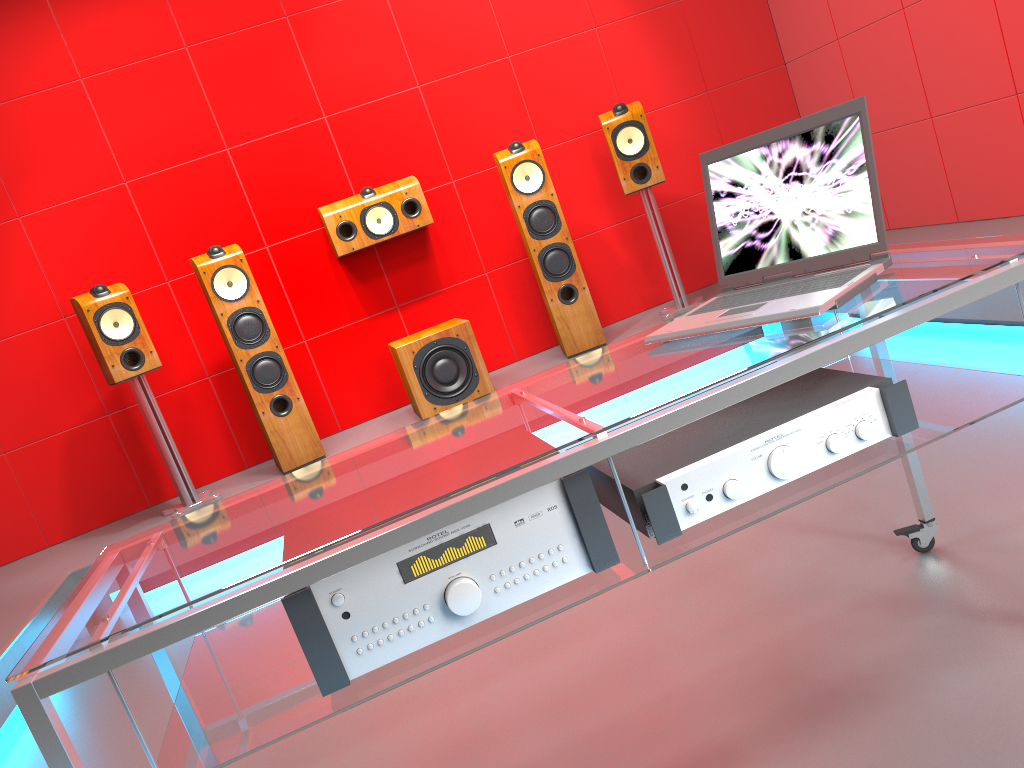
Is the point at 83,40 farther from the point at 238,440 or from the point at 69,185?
the point at 238,440

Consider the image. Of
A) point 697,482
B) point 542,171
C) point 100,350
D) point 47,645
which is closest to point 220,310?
point 100,350

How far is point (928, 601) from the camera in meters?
1.8

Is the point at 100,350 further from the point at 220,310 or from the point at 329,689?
the point at 329,689

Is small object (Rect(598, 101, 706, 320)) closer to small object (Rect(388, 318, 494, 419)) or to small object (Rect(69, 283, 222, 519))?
small object (Rect(388, 318, 494, 419))

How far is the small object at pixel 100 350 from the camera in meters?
3.7 m

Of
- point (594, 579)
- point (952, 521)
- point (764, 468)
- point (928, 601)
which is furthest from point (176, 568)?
point (952, 521)

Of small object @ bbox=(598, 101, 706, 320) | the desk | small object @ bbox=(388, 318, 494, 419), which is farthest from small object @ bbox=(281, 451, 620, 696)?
small object @ bbox=(598, 101, 706, 320)

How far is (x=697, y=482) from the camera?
1.25m

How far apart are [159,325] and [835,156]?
3.6 meters
